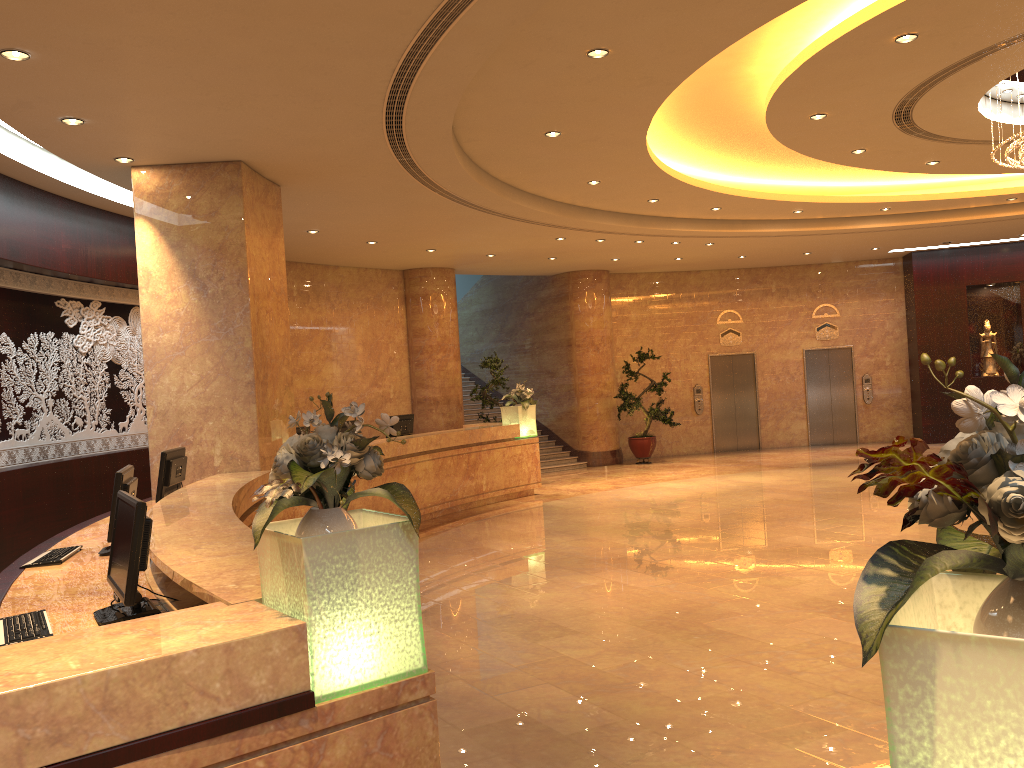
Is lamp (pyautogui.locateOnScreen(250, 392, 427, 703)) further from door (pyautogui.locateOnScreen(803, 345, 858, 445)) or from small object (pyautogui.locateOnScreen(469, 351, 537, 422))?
door (pyautogui.locateOnScreen(803, 345, 858, 445))

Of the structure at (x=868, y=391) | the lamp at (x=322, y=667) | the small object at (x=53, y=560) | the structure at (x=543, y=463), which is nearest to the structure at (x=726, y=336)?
the structure at (x=868, y=391)

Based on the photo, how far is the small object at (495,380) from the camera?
15.33m

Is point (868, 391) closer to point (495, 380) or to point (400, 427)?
point (495, 380)

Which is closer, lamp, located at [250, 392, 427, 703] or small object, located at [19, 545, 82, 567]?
lamp, located at [250, 392, 427, 703]

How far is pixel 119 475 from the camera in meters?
5.1 m

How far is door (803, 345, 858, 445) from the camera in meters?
19.4 m

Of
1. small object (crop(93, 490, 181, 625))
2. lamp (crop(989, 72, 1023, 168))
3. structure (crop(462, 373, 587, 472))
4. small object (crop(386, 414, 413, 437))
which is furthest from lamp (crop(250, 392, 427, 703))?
structure (crop(462, 373, 587, 472))

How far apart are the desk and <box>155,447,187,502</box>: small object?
0.2 meters

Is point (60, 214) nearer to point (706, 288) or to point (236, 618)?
point (236, 618)
